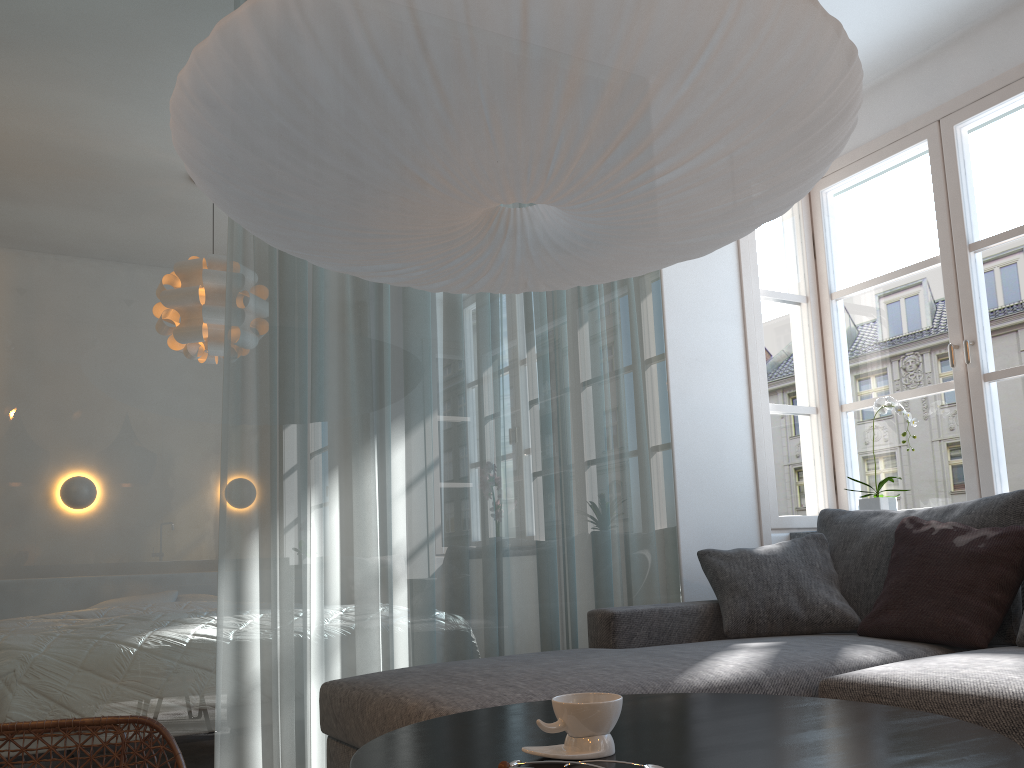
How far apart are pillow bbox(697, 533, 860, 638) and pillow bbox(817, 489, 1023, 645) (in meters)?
0.02

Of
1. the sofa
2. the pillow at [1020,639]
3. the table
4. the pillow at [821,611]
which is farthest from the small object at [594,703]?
the pillow at [821,611]

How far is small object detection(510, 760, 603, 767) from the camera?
1.0m

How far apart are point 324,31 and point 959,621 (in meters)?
2.28

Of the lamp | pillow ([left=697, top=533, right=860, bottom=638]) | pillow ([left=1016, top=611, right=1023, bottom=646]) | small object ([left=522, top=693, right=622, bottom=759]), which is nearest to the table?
small object ([left=522, top=693, right=622, bottom=759])

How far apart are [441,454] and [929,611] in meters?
1.6 m

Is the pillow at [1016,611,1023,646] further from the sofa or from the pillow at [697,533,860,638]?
the pillow at [697,533,860,638]

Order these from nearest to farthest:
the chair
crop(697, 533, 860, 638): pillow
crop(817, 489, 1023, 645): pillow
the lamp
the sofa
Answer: the lamp → the chair → the sofa → crop(817, 489, 1023, 645): pillow → crop(697, 533, 860, 638): pillow

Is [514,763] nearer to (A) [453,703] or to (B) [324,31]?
(A) [453,703]

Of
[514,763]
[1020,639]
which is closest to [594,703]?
[514,763]
